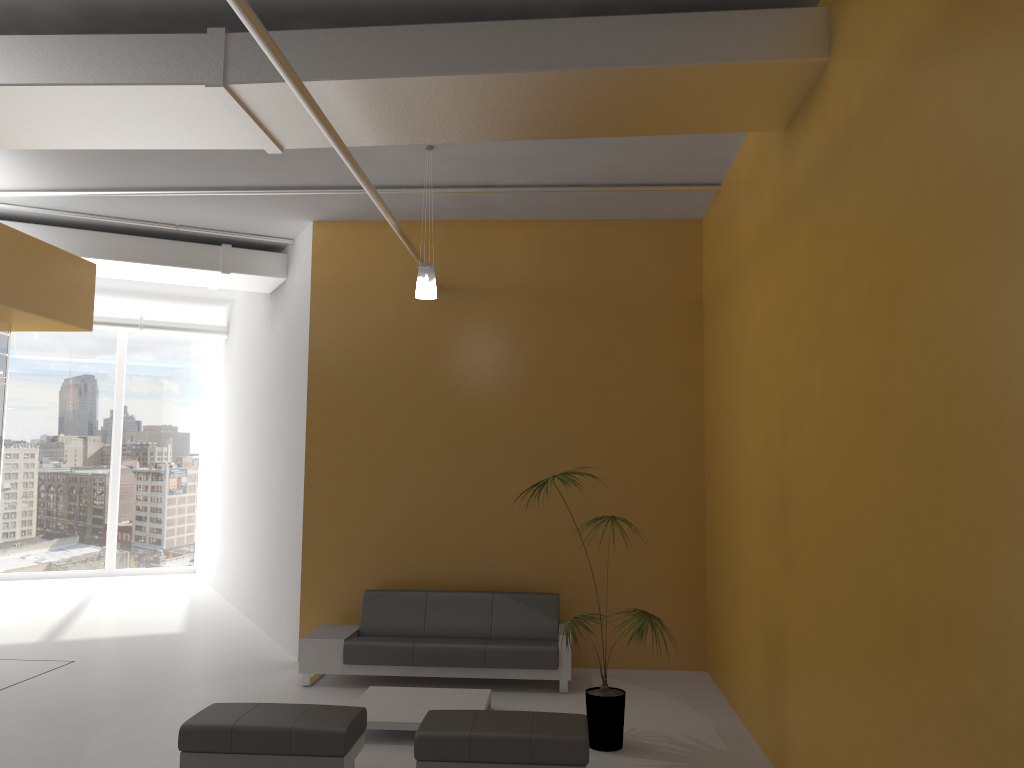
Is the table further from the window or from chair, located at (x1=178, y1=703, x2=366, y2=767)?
the window

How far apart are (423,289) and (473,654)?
3.2m

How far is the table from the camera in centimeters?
629cm

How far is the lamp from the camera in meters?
6.9

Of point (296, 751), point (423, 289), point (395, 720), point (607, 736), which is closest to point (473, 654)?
point (395, 720)

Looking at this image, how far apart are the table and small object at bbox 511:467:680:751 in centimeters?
87cm

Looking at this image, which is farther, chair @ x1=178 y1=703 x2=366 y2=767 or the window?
the window

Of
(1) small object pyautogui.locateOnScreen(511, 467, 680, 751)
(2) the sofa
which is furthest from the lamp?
(2) the sofa

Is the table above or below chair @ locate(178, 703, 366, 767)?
below

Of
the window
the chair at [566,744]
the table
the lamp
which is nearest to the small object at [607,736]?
the chair at [566,744]
